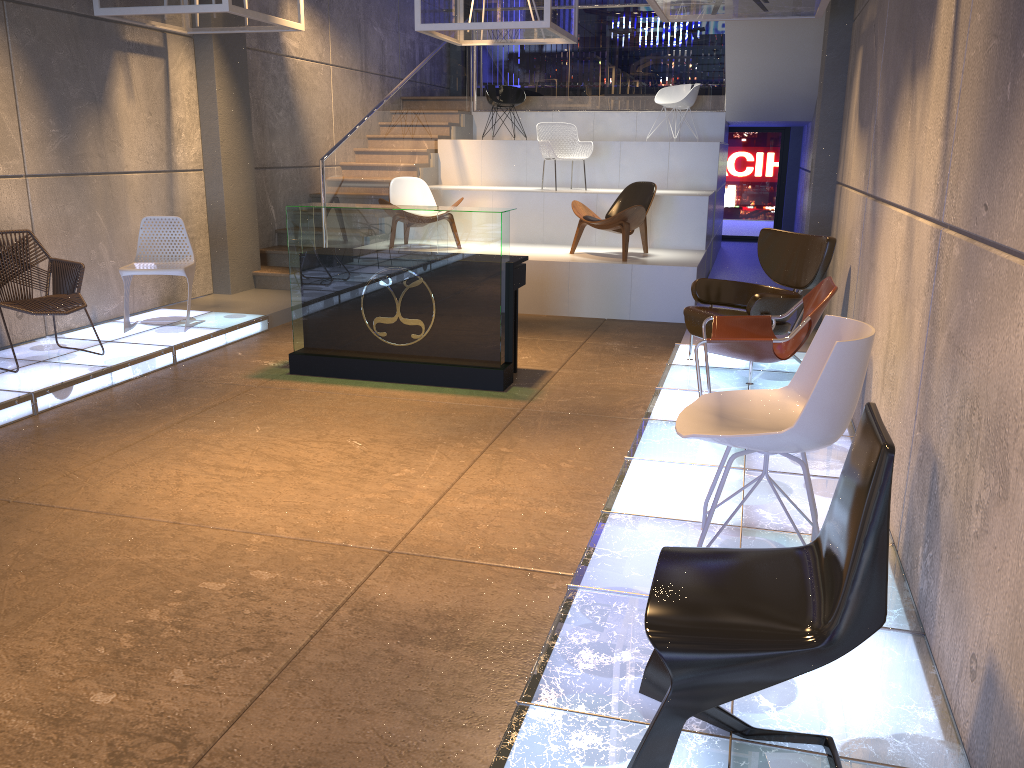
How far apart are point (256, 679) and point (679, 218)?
8.1m

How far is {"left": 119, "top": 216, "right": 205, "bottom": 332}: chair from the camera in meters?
7.1

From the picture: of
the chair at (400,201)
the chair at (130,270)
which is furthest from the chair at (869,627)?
the chair at (400,201)

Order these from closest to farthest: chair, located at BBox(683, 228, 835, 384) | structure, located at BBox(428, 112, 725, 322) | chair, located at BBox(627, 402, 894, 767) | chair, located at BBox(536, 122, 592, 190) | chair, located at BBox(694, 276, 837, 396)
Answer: chair, located at BBox(627, 402, 894, 767), chair, located at BBox(694, 276, 837, 396), chair, located at BBox(683, 228, 835, 384), structure, located at BBox(428, 112, 725, 322), chair, located at BBox(536, 122, 592, 190)

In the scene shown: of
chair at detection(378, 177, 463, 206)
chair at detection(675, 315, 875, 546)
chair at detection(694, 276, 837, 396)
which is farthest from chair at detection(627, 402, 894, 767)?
chair at detection(378, 177, 463, 206)

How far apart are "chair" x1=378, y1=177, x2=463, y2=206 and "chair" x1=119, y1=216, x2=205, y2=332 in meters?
2.8

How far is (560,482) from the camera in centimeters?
443cm

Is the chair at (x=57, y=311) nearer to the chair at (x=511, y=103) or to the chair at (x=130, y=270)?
the chair at (x=130, y=270)

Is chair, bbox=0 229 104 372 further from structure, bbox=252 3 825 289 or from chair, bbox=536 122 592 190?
chair, bbox=536 122 592 190

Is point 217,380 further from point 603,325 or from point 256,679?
point 256,679
